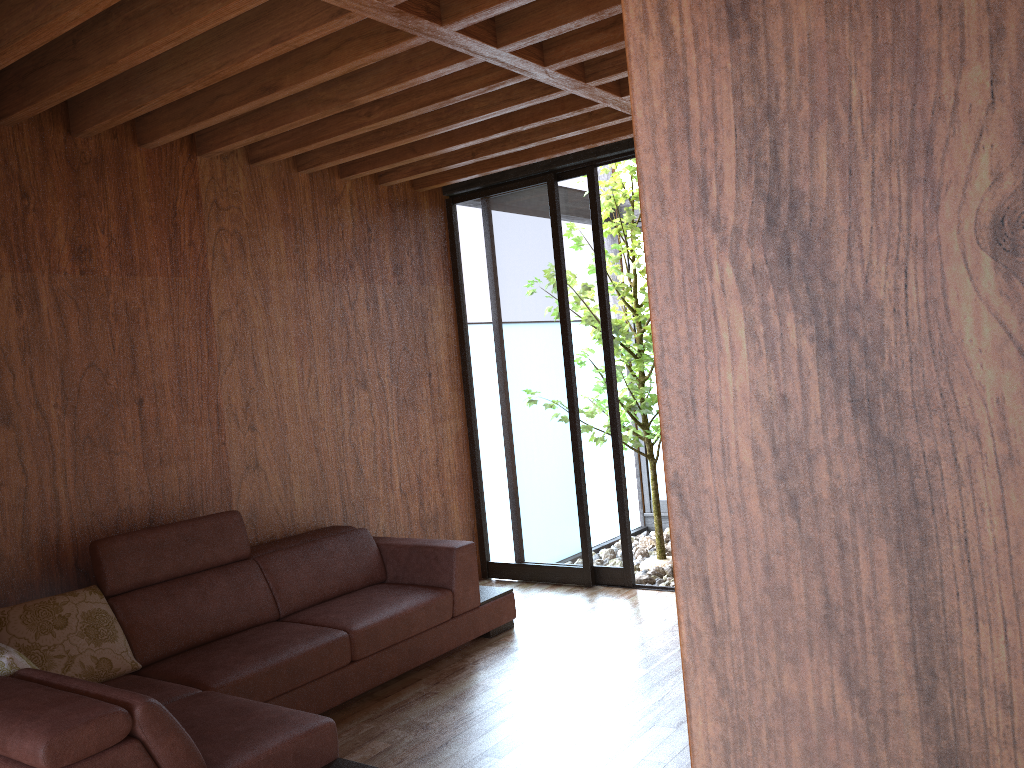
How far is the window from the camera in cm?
480

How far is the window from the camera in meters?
4.8 m

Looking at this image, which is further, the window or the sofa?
the window

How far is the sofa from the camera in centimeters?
207cm

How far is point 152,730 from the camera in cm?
207

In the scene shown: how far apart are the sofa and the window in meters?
0.8 m

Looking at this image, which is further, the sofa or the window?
the window

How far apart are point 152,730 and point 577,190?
3.5m

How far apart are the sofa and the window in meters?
0.8
